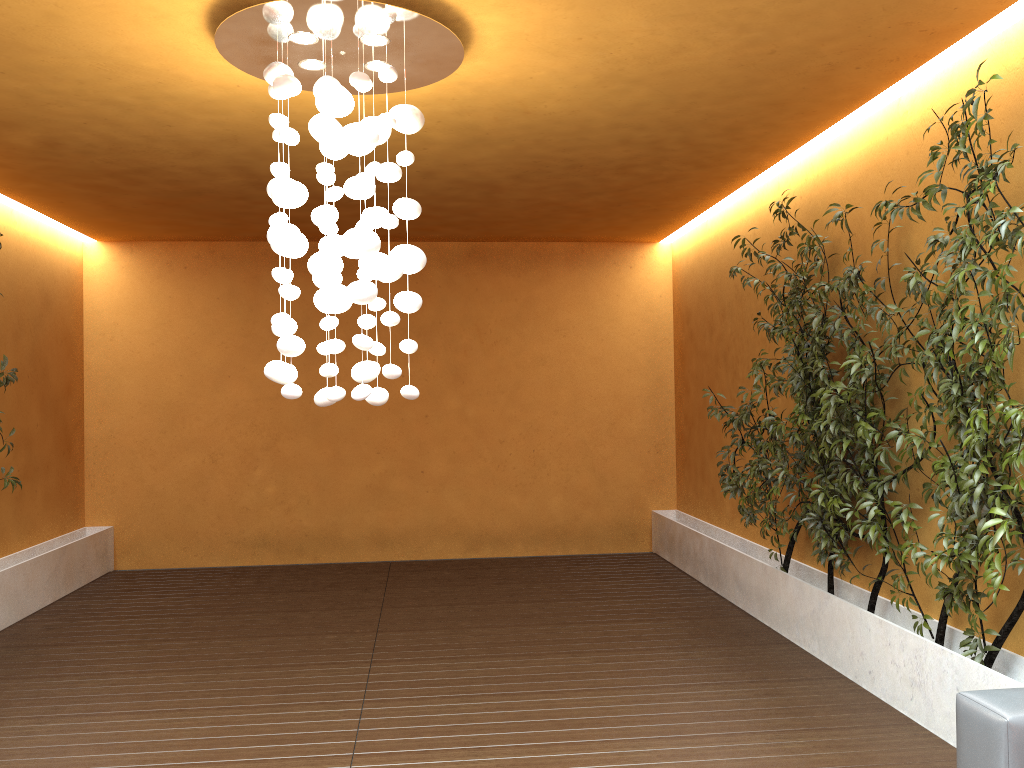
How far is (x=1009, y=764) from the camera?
2.26m

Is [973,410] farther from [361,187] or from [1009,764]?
[361,187]

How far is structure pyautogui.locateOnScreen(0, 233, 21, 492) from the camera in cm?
559

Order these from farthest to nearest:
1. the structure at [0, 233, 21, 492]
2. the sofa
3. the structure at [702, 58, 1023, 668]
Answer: the structure at [0, 233, 21, 492] < the structure at [702, 58, 1023, 668] < the sofa

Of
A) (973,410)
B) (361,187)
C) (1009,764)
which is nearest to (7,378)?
(361,187)

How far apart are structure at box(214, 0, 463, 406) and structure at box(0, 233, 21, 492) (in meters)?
2.93

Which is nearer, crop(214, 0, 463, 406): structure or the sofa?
the sofa

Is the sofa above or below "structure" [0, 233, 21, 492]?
below

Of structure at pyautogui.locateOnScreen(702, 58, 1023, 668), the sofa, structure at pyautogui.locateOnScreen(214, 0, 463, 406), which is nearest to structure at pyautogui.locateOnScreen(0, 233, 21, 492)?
structure at pyautogui.locateOnScreen(214, 0, 463, 406)

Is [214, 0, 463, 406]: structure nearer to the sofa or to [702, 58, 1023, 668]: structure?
[702, 58, 1023, 668]: structure
